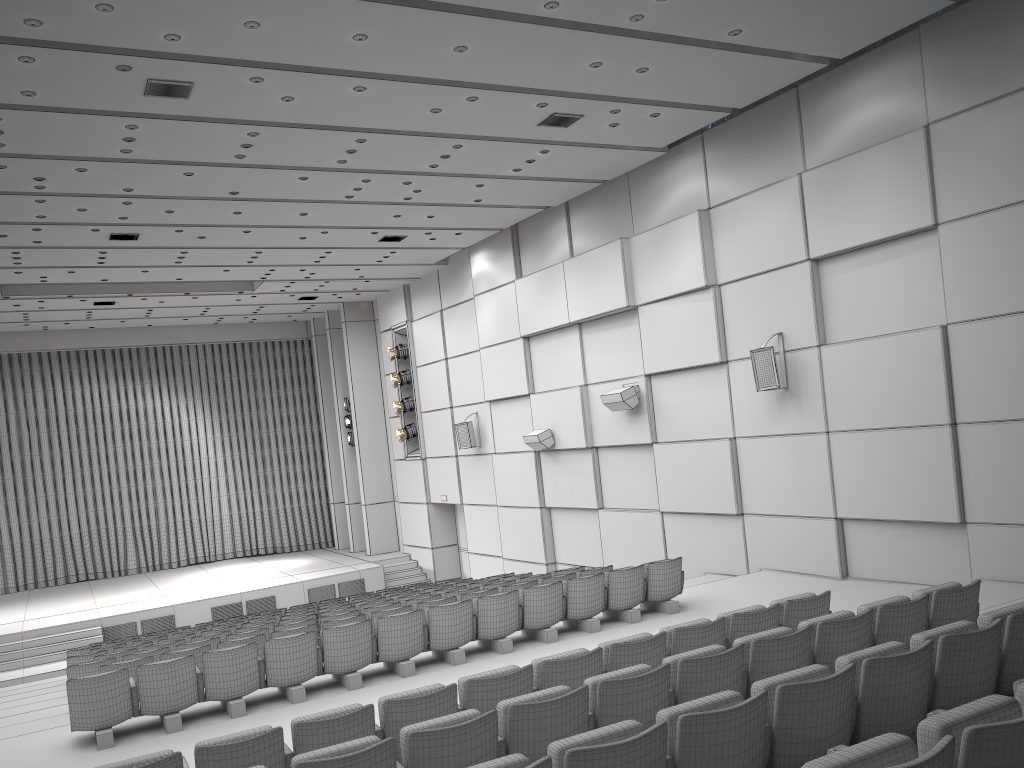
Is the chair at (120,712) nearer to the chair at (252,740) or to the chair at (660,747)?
the chair at (252,740)

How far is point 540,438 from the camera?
16.01m

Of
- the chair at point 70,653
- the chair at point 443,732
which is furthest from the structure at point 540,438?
the chair at point 443,732

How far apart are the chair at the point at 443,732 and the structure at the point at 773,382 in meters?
5.3 m

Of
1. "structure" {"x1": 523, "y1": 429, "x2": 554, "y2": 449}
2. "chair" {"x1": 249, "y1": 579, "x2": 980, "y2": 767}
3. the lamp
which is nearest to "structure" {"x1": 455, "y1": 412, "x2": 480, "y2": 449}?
"structure" {"x1": 523, "y1": 429, "x2": 554, "y2": 449}

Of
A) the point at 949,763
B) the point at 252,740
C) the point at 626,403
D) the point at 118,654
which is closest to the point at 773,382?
the point at 626,403

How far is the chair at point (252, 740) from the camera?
4.8m

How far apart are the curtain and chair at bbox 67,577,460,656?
11.7 meters

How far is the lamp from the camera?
21.1 meters

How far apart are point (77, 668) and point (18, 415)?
16.7 meters
